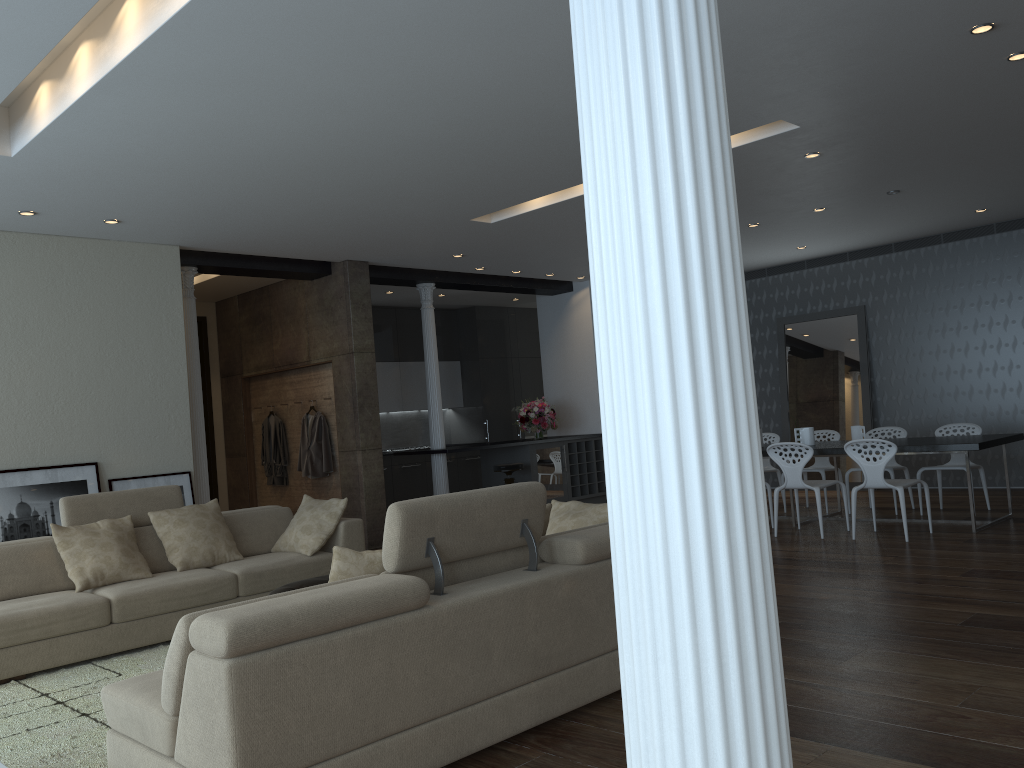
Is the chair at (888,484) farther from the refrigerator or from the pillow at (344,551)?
the pillow at (344,551)

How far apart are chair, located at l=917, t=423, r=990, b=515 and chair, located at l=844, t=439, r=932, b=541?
1.2m

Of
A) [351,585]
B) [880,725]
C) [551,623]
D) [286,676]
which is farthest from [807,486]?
[286,676]

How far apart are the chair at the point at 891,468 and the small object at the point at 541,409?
4.1 meters

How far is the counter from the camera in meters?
10.0 m

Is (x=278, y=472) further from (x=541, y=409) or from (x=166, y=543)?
(x=166, y=543)

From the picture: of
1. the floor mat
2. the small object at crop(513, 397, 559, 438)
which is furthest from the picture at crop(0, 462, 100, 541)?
the small object at crop(513, 397, 559, 438)

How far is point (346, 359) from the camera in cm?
922

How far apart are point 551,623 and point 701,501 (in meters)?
2.67

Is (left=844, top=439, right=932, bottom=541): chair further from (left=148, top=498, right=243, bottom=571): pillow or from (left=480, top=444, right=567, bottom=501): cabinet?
(left=148, top=498, right=243, bottom=571): pillow
